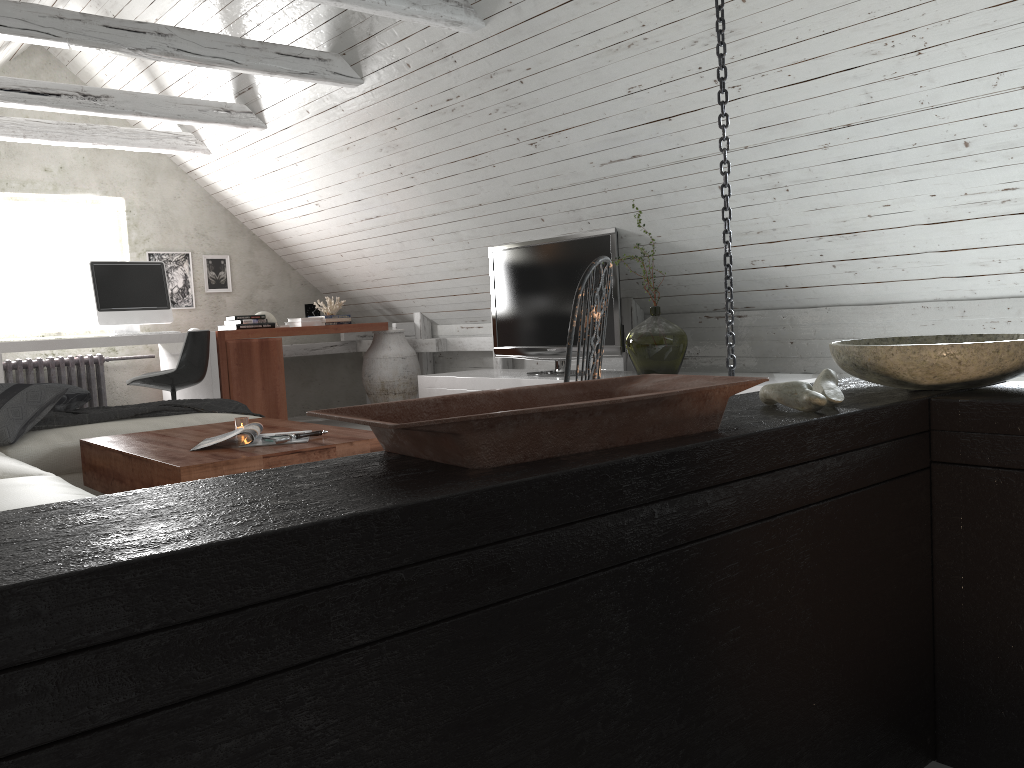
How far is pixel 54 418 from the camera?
3.60m

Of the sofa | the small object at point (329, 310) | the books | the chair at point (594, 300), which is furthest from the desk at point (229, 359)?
the chair at point (594, 300)

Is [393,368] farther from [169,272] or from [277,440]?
[277,440]

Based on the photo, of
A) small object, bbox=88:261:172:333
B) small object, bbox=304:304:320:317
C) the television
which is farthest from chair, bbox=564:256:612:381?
small object, bbox=304:304:320:317

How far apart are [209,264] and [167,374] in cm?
200

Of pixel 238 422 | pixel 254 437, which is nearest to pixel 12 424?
pixel 238 422

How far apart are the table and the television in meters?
1.9

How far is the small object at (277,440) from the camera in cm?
287

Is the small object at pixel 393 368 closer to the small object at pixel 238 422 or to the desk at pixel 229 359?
the desk at pixel 229 359

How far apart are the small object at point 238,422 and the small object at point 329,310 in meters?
3.7 m
